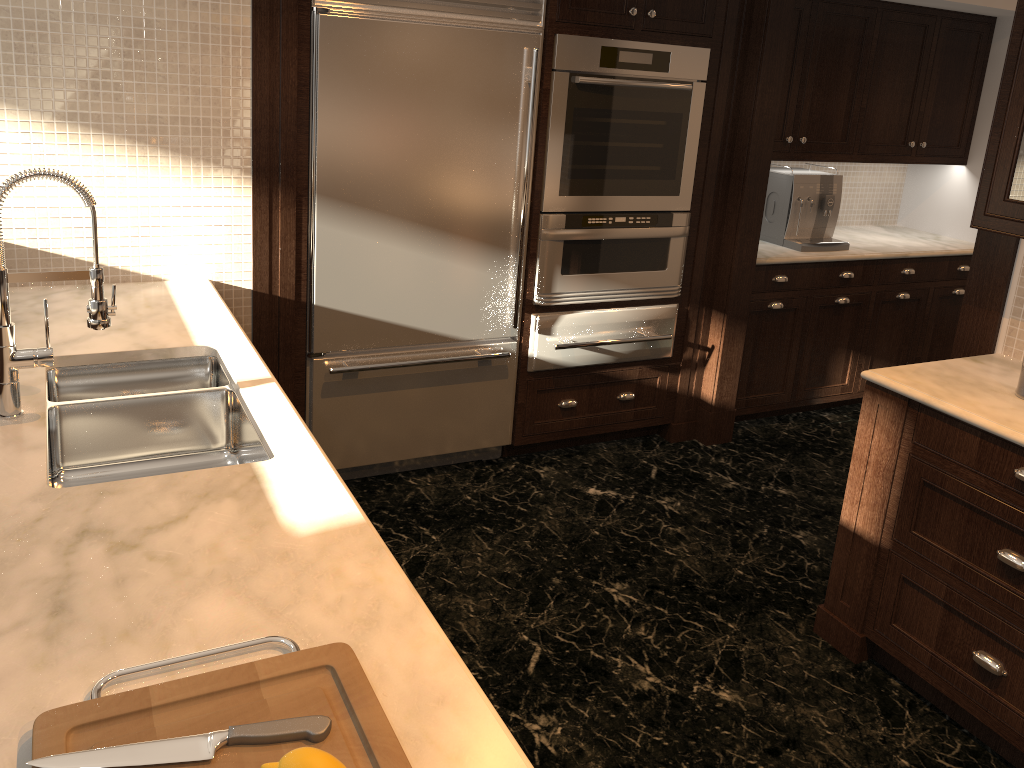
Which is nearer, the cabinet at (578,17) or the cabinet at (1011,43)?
the cabinet at (1011,43)

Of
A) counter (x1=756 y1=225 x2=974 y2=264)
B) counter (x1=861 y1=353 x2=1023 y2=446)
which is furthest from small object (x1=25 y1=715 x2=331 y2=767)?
counter (x1=756 y1=225 x2=974 y2=264)

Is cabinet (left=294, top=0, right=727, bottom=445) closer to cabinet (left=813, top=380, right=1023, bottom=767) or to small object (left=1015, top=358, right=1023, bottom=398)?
cabinet (left=813, top=380, right=1023, bottom=767)

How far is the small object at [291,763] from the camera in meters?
0.9

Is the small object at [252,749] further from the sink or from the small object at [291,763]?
the sink

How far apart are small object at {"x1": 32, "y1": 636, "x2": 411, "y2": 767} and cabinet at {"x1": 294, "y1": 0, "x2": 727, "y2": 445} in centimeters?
214cm

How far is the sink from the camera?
2.1 meters

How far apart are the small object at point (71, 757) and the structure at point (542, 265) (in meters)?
2.73

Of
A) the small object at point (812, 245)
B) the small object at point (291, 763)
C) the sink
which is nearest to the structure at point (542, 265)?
the small object at point (812, 245)

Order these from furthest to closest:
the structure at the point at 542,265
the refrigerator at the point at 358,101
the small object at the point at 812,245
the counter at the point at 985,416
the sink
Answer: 1. the small object at the point at 812,245
2. the structure at the point at 542,265
3. the refrigerator at the point at 358,101
4. the counter at the point at 985,416
5. the sink
